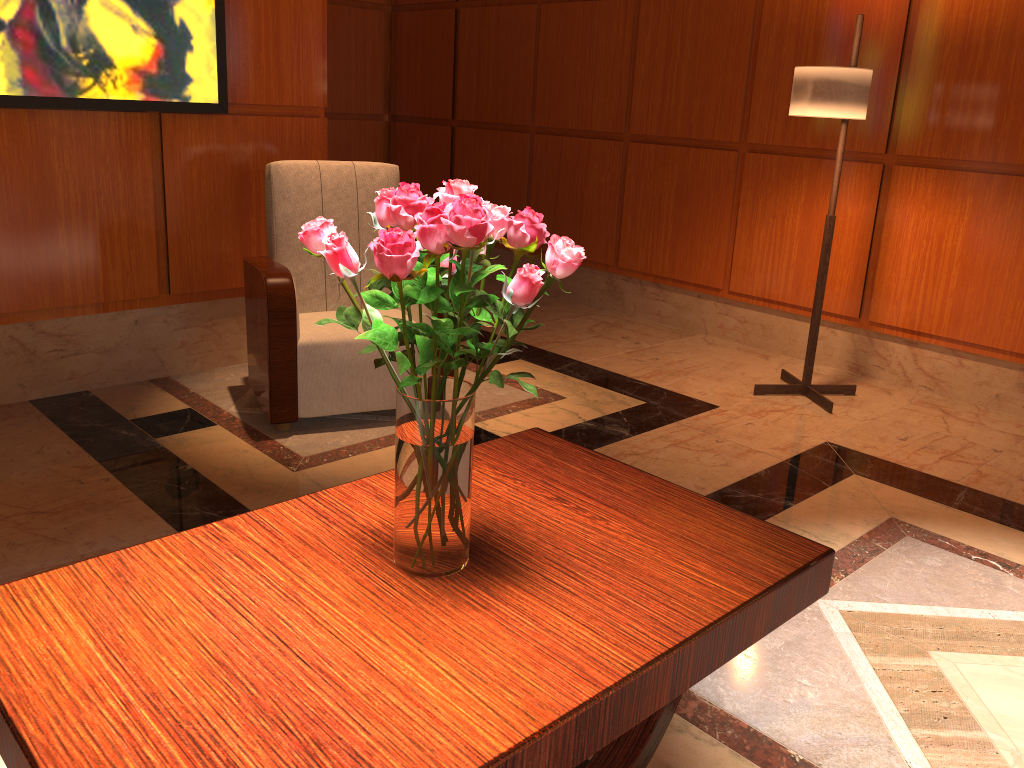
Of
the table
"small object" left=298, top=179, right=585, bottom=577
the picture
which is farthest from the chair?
"small object" left=298, top=179, right=585, bottom=577

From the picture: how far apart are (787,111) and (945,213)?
0.9 meters

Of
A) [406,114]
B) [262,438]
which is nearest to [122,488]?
[262,438]

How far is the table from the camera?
1.03m

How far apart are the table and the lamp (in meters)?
2.21

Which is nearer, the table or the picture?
the table

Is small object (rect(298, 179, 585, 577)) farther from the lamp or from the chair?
the lamp

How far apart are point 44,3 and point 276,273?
1.2m

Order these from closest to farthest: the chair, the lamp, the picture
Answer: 1. the picture
2. the chair
3. the lamp

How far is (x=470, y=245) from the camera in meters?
1.1 m
